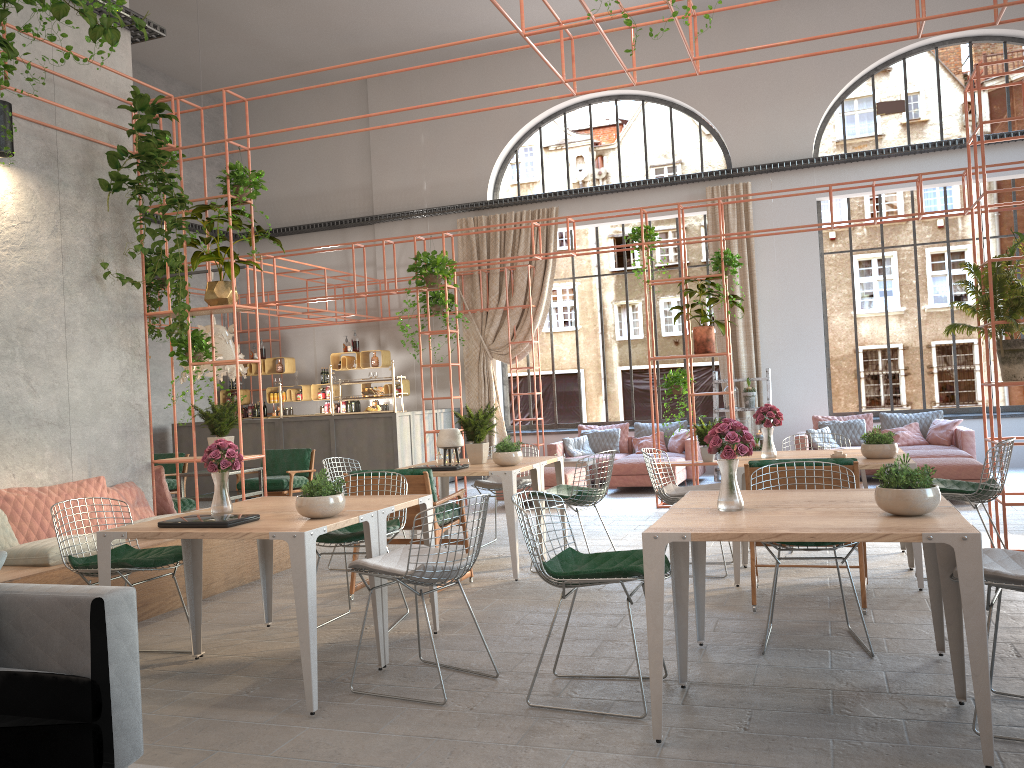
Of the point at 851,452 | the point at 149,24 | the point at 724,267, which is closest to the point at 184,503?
the point at 149,24

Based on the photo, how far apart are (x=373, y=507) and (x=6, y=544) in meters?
2.8

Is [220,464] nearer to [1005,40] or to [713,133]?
[713,133]

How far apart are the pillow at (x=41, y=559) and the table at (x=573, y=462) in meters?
7.3 m

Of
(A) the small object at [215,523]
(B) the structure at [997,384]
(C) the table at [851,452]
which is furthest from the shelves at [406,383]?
(A) the small object at [215,523]

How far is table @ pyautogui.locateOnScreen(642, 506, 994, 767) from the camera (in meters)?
3.10

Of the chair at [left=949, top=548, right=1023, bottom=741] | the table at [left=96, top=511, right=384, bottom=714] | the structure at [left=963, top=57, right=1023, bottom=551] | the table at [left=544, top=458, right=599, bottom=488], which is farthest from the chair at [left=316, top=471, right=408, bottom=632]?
the table at [left=544, top=458, right=599, bottom=488]

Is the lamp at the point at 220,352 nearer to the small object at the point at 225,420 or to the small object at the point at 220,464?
the small object at the point at 225,420

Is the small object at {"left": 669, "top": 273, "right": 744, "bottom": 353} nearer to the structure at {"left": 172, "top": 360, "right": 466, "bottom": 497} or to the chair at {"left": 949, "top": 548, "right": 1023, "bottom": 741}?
the structure at {"left": 172, "top": 360, "right": 466, "bottom": 497}

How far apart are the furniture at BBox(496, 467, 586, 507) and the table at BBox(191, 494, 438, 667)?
5.6 meters
